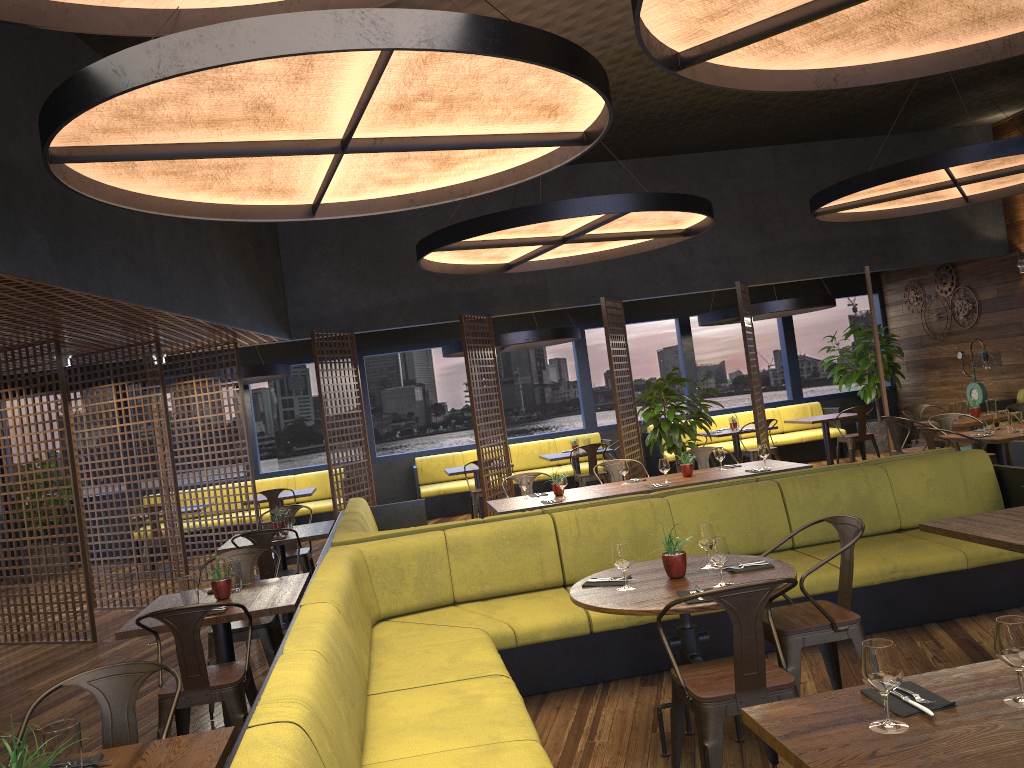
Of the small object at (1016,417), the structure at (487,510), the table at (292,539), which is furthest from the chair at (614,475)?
the small object at (1016,417)

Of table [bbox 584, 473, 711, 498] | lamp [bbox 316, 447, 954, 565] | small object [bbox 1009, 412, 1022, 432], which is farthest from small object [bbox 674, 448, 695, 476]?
small object [bbox 1009, 412, 1022, 432]

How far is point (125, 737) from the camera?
3.1 meters

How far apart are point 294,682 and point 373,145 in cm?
290

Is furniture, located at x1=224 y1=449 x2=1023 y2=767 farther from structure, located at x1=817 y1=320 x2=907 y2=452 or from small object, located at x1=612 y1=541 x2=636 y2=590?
structure, located at x1=817 y1=320 x2=907 y2=452

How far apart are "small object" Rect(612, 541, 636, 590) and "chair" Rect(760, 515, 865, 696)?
0.68m

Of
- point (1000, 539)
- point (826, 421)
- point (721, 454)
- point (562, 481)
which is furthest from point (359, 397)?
point (1000, 539)

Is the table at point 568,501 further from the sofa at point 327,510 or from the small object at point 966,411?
the sofa at point 327,510

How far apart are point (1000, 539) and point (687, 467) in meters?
4.0

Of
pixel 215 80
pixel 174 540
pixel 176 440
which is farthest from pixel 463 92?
pixel 176 440
